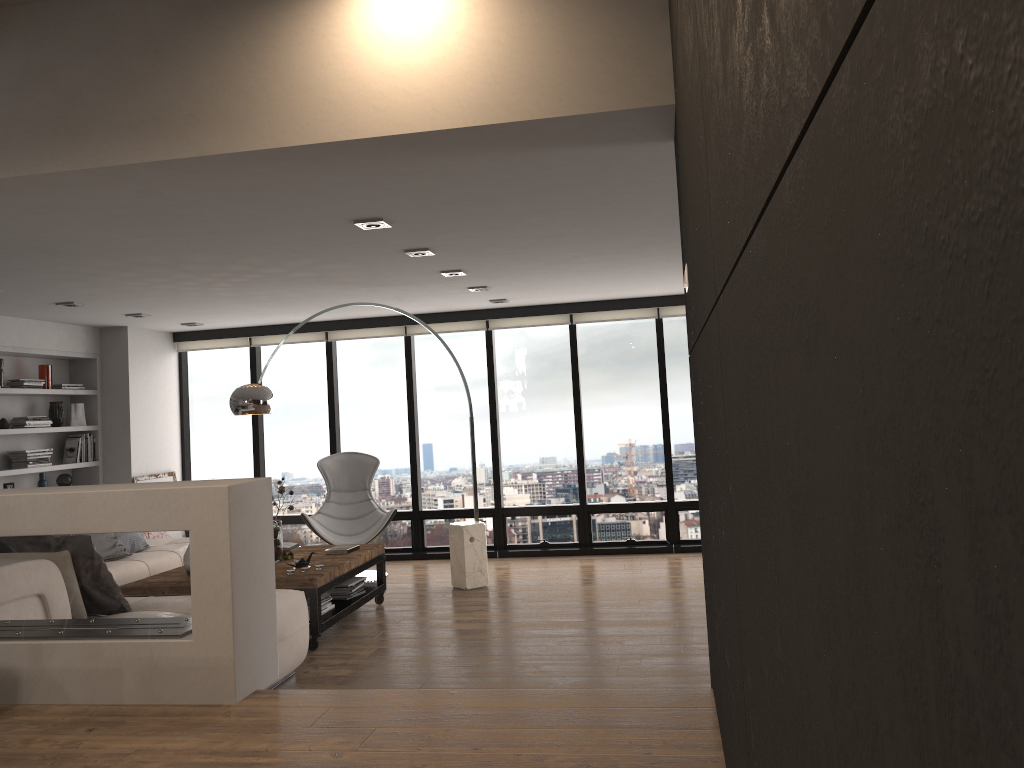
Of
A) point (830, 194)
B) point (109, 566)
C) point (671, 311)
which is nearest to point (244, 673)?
point (109, 566)

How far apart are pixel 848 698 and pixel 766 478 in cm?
40

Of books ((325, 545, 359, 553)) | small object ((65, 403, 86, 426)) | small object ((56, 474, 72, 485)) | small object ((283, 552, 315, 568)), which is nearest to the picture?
small object ((56, 474, 72, 485))

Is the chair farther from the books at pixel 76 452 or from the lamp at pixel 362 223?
the lamp at pixel 362 223

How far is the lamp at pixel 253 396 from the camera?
6.2 meters

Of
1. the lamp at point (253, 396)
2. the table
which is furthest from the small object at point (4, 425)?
the table

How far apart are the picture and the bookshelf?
0.4 meters

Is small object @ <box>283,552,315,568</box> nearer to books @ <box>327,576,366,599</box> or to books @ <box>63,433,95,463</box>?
books @ <box>327,576,366,599</box>

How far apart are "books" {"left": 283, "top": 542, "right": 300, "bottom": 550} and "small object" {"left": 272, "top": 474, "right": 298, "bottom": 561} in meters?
0.4

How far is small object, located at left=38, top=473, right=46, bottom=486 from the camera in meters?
7.9
